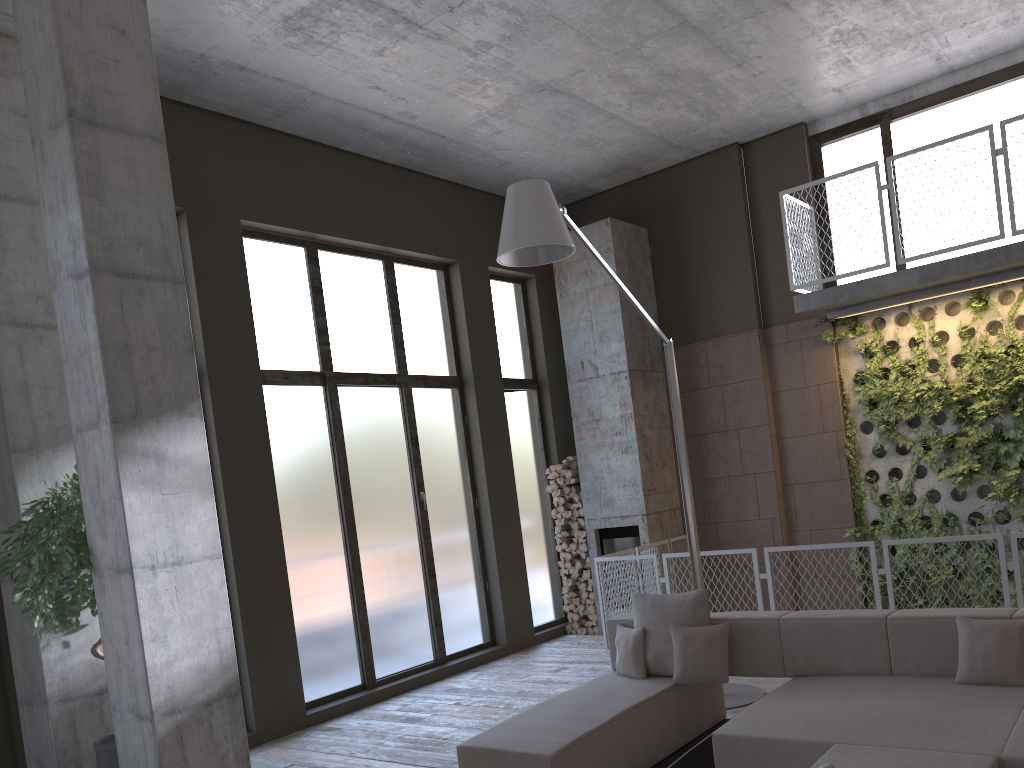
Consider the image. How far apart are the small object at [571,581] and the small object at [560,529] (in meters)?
0.59

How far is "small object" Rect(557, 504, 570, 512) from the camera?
10.08m

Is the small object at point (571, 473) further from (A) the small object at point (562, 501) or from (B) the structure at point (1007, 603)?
(B) the structure at point (1007, 603)

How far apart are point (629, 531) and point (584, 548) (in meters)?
0.58

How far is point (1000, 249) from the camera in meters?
7.4

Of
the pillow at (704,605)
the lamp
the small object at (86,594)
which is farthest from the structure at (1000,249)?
the small object at (86,594)

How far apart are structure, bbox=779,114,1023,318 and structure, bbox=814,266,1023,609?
0.08m

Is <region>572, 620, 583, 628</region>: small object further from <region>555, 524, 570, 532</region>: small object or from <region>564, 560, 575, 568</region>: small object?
<region>555, 524, 570, 532</region>: small object

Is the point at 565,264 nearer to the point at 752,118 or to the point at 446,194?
the point at 446,194

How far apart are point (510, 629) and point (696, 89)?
5.7 meters
